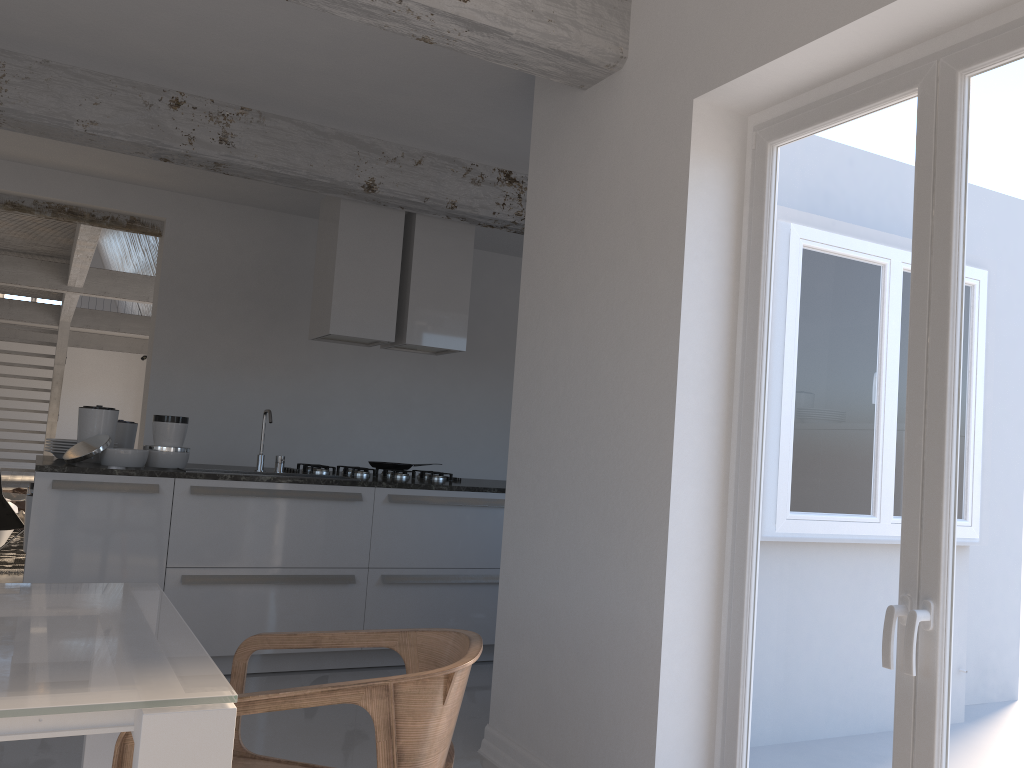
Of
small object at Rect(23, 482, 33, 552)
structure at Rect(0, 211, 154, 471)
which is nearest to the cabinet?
small object at Rect(23, 482, 33, 552)

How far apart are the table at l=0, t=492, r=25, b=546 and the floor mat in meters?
0.1 m

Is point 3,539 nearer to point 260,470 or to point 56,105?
point 260,470

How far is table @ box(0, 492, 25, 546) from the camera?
8.0m

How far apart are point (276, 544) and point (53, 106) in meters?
2.4 m

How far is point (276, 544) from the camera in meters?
4.5 m

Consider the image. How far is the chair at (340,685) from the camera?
1.6 meters

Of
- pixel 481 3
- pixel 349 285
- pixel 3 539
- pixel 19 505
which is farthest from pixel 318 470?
pixel 19 505

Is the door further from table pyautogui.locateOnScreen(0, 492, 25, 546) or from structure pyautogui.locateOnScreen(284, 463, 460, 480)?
table pyautogui.locateOnScreen(0, 492, 25, 546)

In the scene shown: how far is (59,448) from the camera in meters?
4.6
